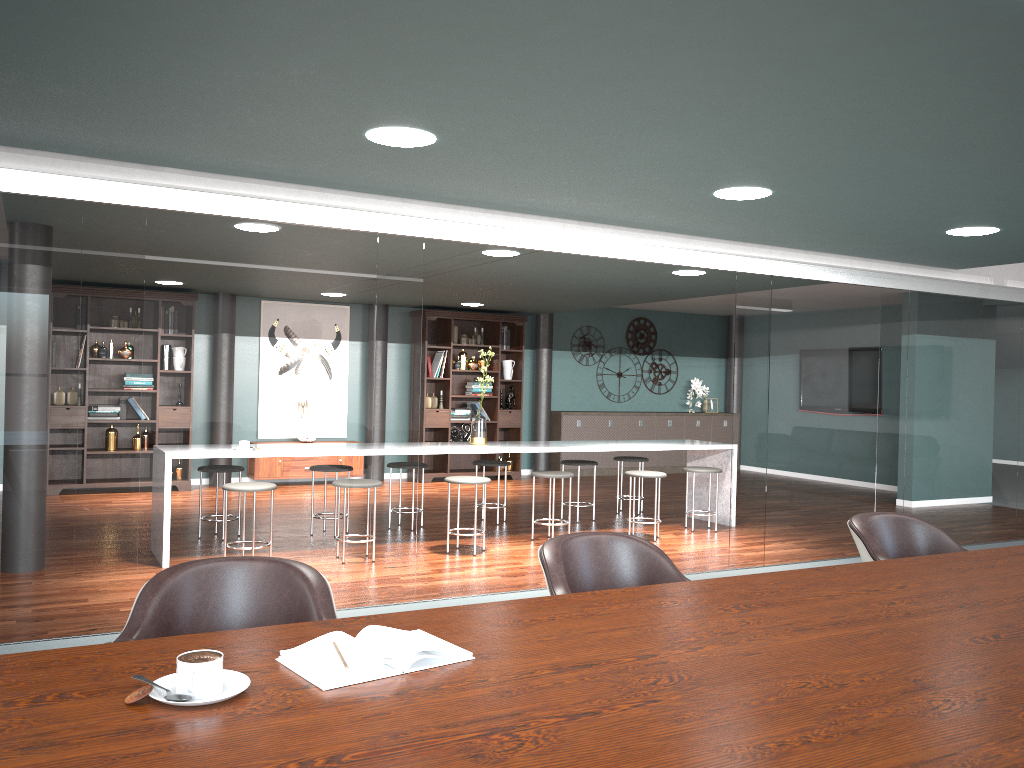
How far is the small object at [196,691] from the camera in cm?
129

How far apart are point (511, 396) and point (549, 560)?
8.5m

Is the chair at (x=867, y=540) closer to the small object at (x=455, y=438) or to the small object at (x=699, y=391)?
the small object at (x=455, y=438)

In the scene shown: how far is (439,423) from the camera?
10.2m

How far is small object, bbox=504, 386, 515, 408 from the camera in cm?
1079

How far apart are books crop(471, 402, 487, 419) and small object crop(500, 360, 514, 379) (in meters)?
0.57

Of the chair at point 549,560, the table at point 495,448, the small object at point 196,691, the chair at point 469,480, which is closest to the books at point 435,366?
the chair at point 469,480

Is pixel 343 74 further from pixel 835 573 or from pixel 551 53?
pixel 835 573

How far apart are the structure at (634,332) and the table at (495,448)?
3.93m

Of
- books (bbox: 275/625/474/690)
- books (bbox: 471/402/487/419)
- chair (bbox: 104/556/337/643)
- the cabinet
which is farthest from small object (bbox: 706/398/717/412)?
books (bbox: 275/625/474/690)
